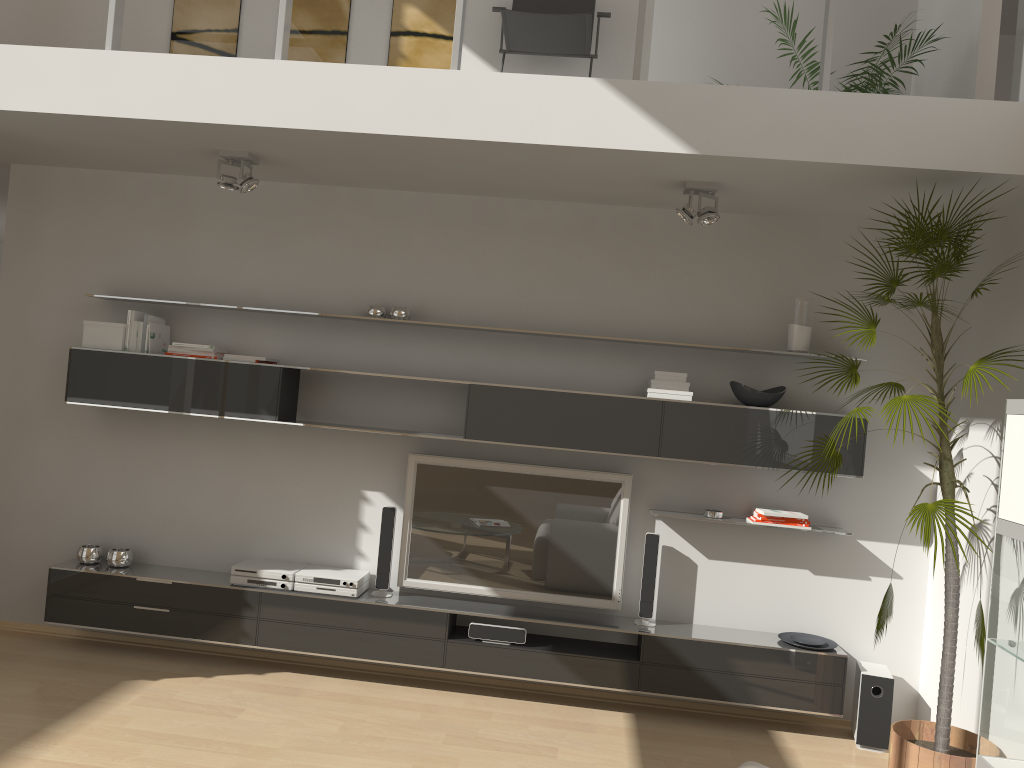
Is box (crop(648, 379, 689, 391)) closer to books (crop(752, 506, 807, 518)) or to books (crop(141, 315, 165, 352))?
books (crop(752, 506, 807, 518))

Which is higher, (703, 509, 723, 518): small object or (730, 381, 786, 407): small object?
(730, 381, 786, 407): small object

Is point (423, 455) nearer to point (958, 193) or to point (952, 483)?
point (952, 483)

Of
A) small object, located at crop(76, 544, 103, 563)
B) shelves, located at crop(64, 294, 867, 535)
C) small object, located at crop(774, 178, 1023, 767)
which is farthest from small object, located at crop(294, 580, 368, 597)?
small object, located at crop(774, 178, 1023, 767)

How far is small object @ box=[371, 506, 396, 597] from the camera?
4.8m

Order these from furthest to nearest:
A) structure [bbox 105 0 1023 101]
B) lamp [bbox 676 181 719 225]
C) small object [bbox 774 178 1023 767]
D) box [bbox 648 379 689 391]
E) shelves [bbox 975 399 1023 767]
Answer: box [bbox 648 379 689 391]
lamp [bbox 676 181 719 225]
structure [bbox 105 0 1023 101]
small object [bbox 774 178 1023 767]
shelves [bbox 975 399 1023 767]

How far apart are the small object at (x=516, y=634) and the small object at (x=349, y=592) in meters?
0.6

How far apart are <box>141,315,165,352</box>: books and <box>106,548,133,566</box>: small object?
1.3m

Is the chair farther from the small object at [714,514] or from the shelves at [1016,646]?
the shelves at [1016,646]

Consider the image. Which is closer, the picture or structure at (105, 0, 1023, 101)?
structure at (105, 0, 1023, 101)
